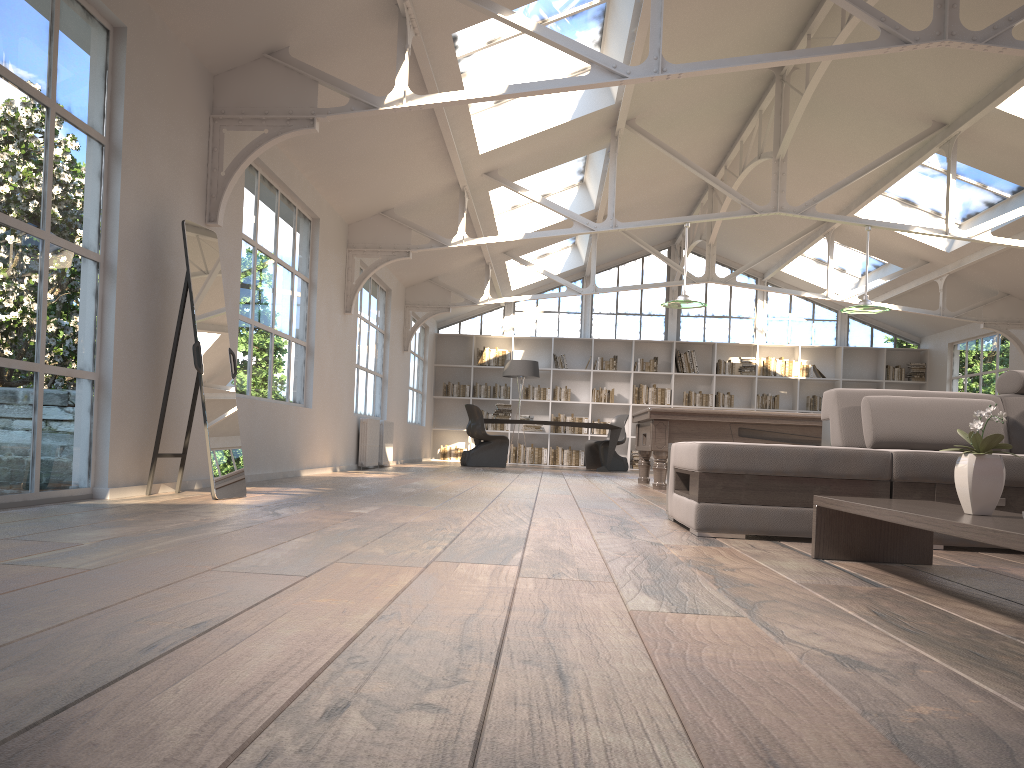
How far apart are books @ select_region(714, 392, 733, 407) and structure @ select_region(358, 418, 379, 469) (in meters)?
7.70

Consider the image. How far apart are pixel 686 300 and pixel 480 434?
5.1 meters

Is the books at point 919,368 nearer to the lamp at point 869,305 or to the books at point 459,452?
the lamp at point 869,305

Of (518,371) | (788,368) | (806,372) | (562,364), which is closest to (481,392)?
(562,364)

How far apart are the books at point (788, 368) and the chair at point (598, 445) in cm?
303

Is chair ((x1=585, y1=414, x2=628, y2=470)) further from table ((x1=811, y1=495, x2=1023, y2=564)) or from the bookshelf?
table ((x1=811, y1=495, x2=1023, y2=564))

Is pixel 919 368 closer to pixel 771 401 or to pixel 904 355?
pixel 904 355

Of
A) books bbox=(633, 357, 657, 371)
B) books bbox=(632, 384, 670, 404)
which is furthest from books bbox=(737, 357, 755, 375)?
books bbox=(633, 357, 657, 371)

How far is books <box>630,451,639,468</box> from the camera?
15.9m

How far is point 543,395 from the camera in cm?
1607
